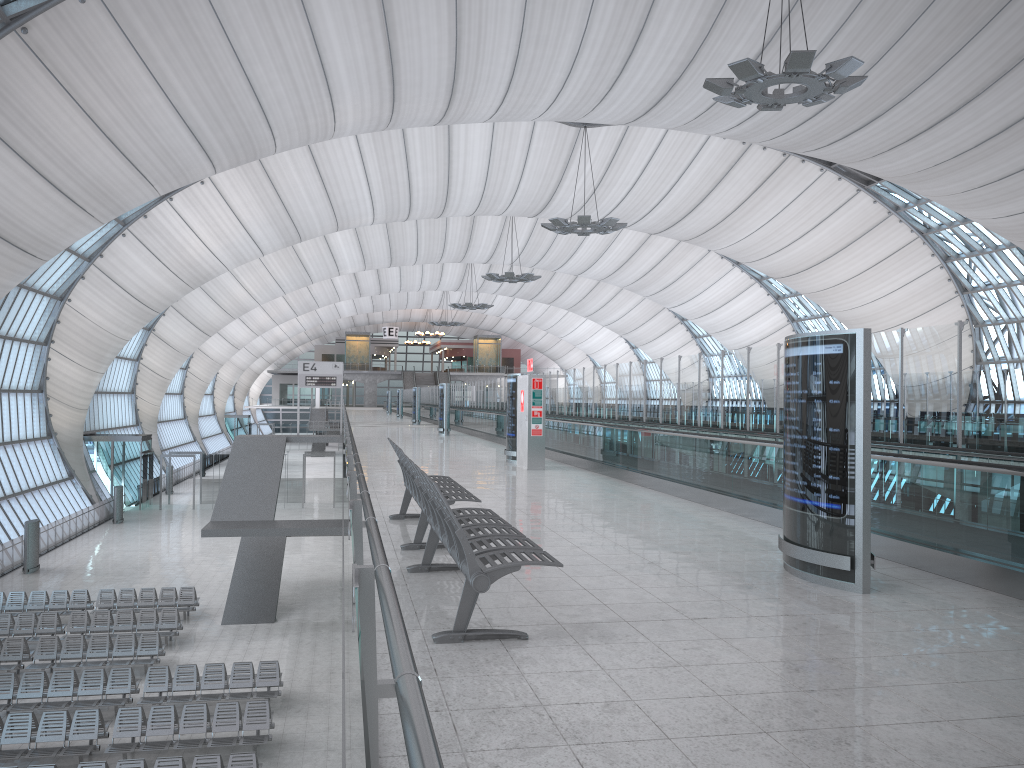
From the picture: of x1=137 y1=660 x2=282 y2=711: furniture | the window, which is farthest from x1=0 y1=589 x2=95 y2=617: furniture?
the window

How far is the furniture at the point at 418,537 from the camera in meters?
7.9

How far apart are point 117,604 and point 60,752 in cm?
1060

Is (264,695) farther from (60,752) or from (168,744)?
(60,752)

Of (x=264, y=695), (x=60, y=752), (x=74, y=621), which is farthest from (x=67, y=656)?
(x=60, y=752)

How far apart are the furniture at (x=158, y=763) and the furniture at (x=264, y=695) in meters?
3.9

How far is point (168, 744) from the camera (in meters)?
15.04

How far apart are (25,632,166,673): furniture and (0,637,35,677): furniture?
0.3 meters

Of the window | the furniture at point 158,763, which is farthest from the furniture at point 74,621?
the window

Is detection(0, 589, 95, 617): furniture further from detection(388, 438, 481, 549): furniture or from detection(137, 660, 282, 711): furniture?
detection(388, 438, 481, 549): furniture
